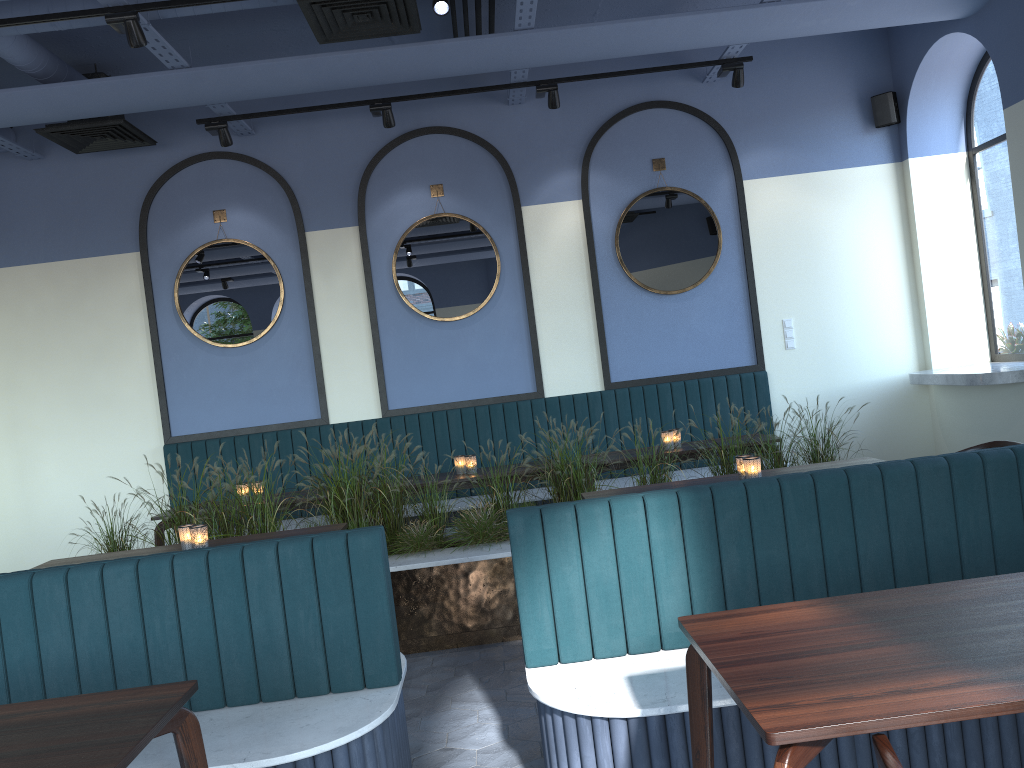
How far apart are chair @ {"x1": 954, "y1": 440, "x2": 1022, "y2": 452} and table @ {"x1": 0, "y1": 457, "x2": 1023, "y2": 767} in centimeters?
59cm

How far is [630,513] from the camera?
2.8 meters

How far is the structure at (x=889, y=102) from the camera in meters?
6.9 m

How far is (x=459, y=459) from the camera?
5.9 meters

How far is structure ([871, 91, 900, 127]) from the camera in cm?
694

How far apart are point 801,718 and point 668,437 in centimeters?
437cm

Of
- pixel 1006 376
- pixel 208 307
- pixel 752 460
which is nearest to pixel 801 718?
pixel 752 460

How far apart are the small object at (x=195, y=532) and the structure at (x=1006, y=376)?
4.9 meters

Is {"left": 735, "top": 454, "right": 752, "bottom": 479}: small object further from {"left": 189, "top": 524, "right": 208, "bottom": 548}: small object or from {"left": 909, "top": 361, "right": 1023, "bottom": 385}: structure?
{"left": 909, "top": 361, "right": 1023, "bottom": 385}: structure

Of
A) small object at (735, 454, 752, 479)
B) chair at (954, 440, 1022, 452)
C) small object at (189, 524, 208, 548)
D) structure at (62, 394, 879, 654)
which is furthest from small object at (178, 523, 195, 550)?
chair at (954, 440, 1022, 452)
